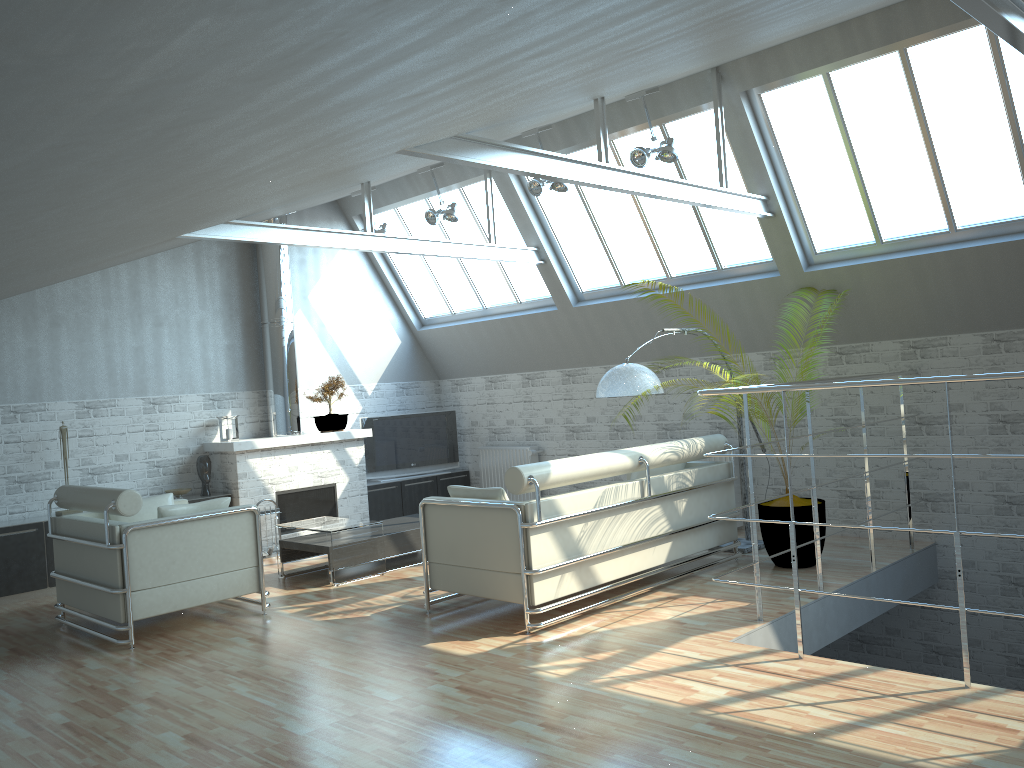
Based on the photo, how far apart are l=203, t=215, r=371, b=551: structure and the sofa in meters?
6.7 m

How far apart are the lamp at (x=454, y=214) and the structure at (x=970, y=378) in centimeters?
804cm

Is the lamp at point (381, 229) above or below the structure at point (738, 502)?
above

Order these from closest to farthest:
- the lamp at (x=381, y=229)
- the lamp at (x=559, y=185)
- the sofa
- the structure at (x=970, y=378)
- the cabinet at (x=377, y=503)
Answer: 1. the structure at (x=970, y=378)
2. the sofa
3. the lamp at (x=559, y=185)
4. the lamp at (x=381, y=229)
5. the cabinet at (x=377, y=503)

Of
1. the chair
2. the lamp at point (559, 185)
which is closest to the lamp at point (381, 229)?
the lamp at point (559, 185)

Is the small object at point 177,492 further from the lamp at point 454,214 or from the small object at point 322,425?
the lamp at point 454,214

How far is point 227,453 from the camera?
17.6 meters

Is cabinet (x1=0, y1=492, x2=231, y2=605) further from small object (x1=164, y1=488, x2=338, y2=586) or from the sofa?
the sofa

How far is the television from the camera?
20.53m

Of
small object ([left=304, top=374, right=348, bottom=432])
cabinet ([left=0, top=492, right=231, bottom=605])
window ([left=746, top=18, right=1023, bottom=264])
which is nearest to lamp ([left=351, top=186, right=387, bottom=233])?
small object ([left=304, top=374, right=348, bottom=432])
